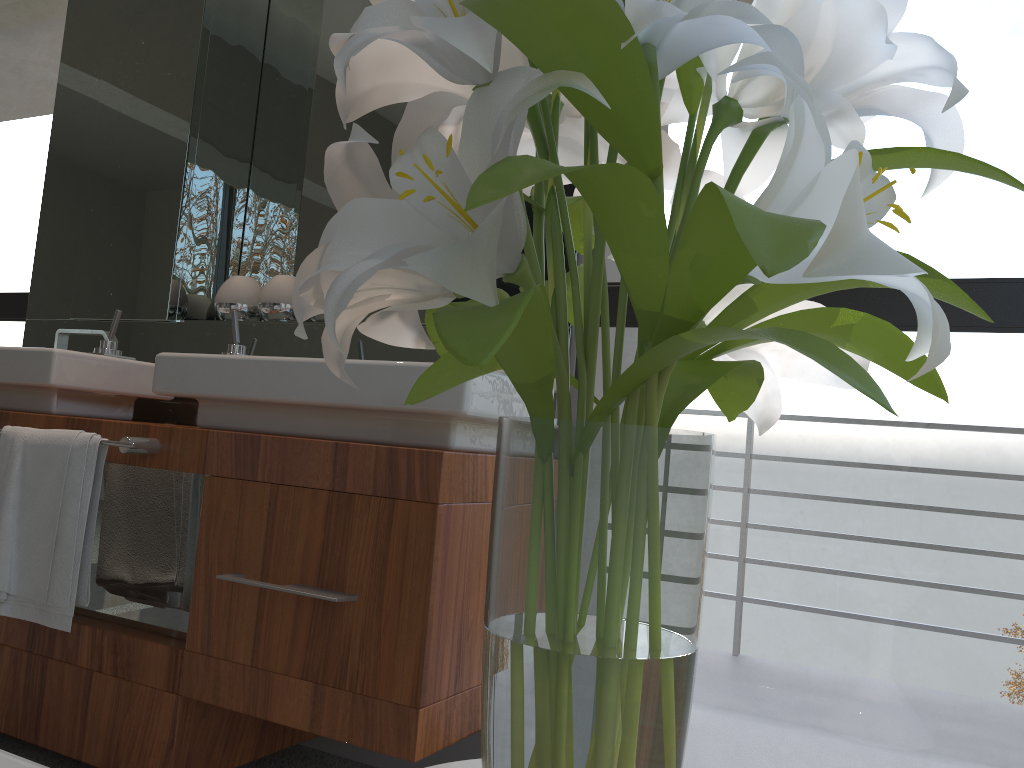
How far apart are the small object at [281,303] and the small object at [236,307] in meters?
0.1 m

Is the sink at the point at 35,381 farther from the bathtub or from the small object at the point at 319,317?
the bathtub

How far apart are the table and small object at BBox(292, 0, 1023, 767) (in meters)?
0.15

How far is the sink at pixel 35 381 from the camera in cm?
198

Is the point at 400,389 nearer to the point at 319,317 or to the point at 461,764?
the point at 319,317

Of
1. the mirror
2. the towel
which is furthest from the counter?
the mirror

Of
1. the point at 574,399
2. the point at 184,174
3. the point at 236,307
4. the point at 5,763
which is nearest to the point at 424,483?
the point at 574,399

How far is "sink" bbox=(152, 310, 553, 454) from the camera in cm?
153

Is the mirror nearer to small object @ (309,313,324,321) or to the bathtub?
small object @ (309,313,324,321)

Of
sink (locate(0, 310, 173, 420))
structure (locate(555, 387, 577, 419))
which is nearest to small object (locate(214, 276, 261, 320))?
sink (locate(0, 310, 173, 420))
